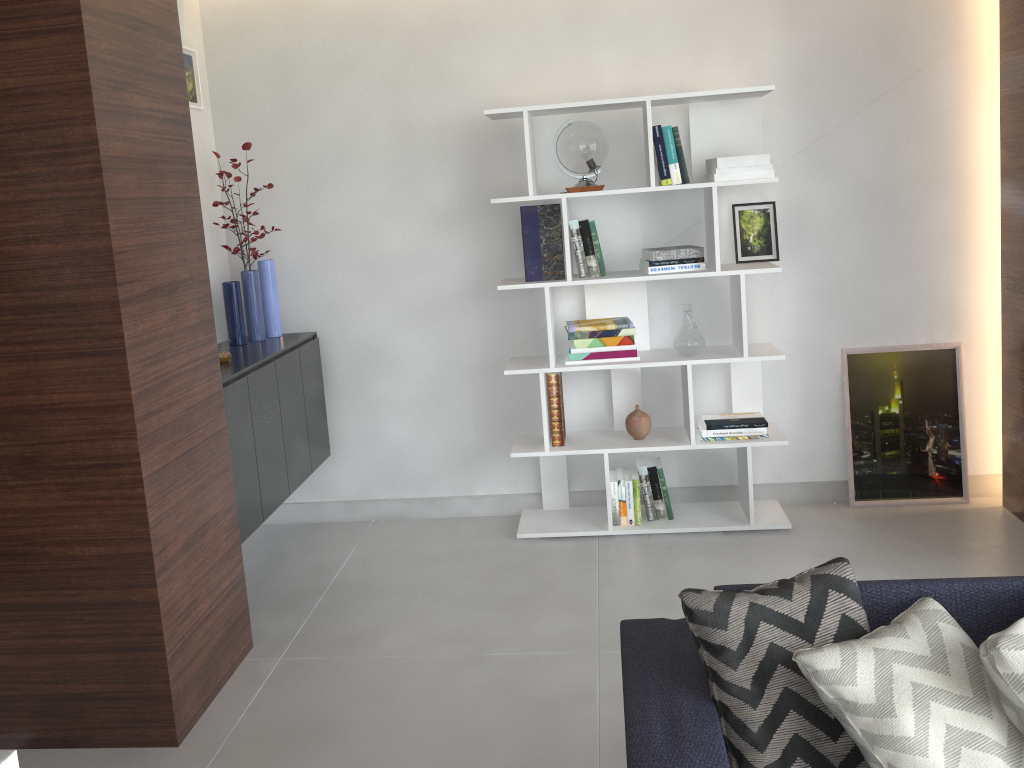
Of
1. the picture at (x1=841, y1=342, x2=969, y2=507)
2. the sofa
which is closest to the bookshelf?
the picture at (x1=841, y1=342, x2=969, y2=507)

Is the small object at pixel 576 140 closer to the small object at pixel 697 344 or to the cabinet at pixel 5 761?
the small object at pixel 697 344

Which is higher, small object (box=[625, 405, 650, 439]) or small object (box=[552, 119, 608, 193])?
small object (box=[552, 119, 608, 193])

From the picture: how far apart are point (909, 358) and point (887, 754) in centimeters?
264cm

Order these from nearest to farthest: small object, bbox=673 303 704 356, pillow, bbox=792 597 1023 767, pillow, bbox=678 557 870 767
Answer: pillow, bbox=792 597 1023 767
pillow, bbox=678 557 870 767
small object, bbox=673 303 704 356

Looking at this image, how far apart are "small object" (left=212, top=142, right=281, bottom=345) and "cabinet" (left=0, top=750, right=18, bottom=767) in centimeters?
267cm

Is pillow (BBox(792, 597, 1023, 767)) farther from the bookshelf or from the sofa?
the bookshelf

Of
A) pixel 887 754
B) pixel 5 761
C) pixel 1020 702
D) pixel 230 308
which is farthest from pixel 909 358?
pixel 5 761

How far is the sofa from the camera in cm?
158

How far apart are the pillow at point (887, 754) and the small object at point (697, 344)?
1.9 meters
